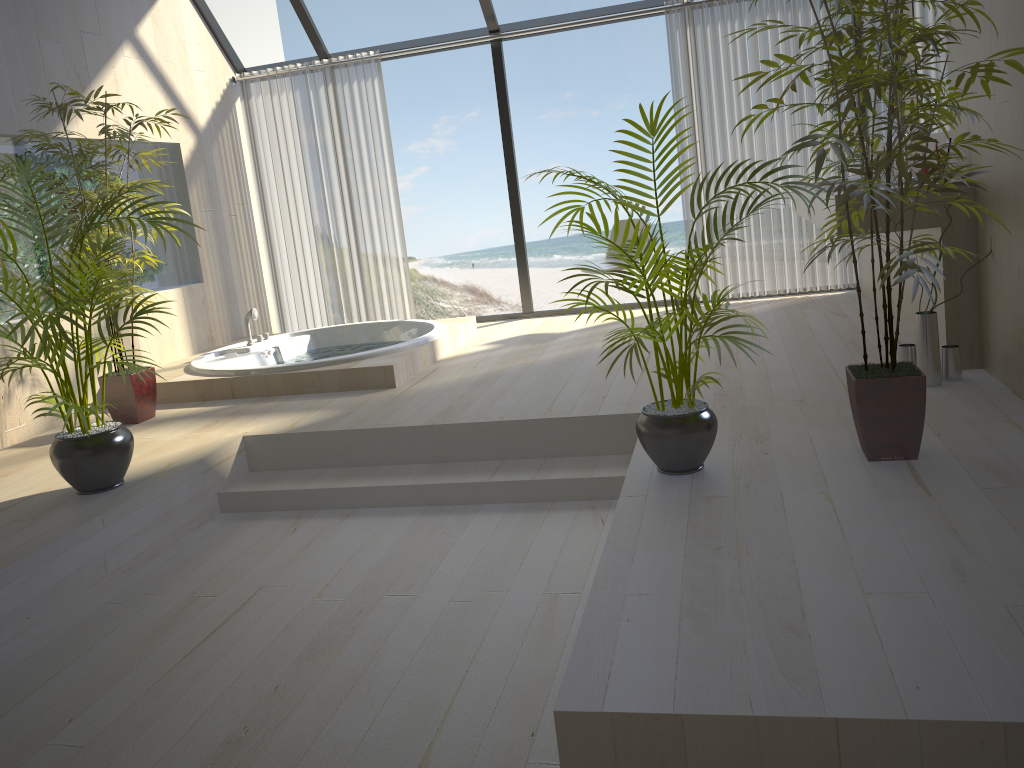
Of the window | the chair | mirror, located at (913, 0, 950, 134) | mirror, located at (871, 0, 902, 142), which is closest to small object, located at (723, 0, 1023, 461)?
mirror, located at (913, 0, 950, 134)

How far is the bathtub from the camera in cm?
480

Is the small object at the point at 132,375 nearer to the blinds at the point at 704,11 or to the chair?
the chair

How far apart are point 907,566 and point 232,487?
2.83m

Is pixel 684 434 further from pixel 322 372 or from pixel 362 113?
pixel 362 113

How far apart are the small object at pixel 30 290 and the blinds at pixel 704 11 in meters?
3.9 m

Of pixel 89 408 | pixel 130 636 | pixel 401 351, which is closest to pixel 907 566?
pixel 130 636

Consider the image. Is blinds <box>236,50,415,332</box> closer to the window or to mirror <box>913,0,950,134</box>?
the window

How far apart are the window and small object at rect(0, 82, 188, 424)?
2.1m

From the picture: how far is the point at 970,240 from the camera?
3.6m
